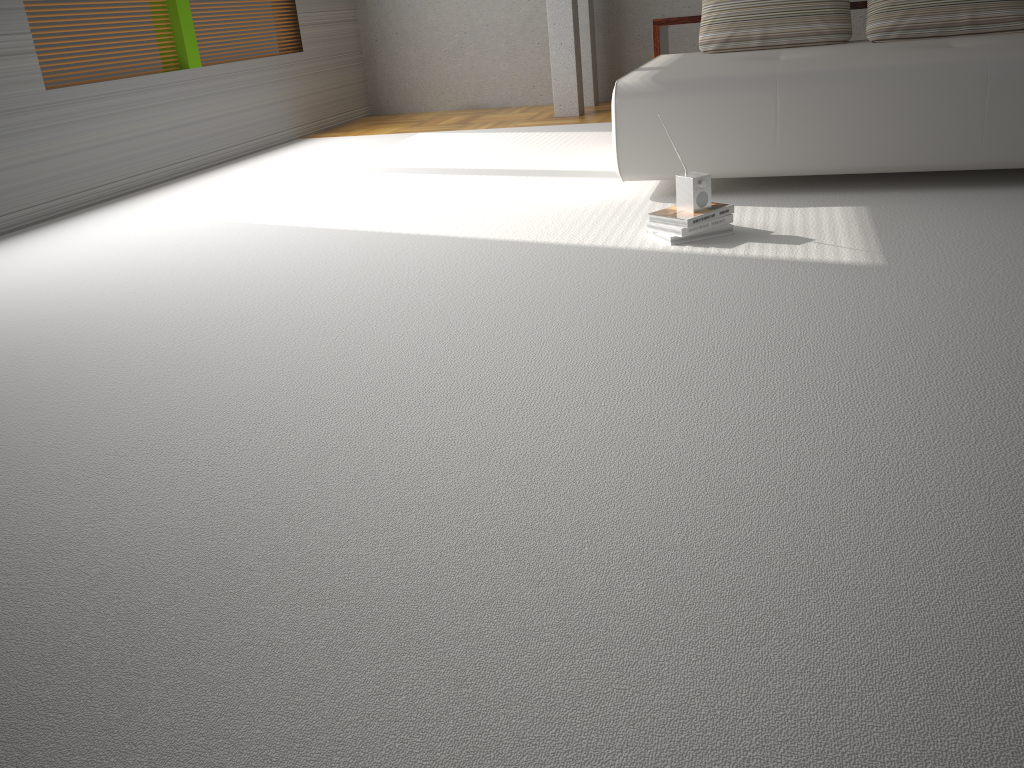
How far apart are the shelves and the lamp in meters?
1.5 m

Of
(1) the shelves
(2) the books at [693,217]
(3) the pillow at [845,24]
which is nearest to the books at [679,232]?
(2) the books at [693,217]

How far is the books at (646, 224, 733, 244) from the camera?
3.2m

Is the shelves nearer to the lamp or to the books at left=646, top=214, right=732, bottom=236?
the lamp

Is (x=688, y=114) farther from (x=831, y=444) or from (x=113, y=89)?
(x=113, y=89)

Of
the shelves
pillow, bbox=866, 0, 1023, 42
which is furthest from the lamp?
pillow, bbox=866, 0, 1023, 42

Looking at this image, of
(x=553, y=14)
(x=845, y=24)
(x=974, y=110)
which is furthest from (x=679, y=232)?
(x=553, y=14)

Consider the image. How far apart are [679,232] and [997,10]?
2.4m

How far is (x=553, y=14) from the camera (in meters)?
6.55

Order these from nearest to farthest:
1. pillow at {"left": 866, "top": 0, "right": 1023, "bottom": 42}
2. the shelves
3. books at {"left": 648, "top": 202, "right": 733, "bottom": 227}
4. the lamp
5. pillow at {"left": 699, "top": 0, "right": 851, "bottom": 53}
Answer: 1. books at {"left": 648, "top": 202, "right": 733, "bottom": 227}
2. pillow at {"left": 866, "top": 0, "right": 1023, "bottom": 42}
3. pillow at {"left": 699, "top": 0, "right": 851, "bottom": 53}
4. the shelves
5. the lamp
